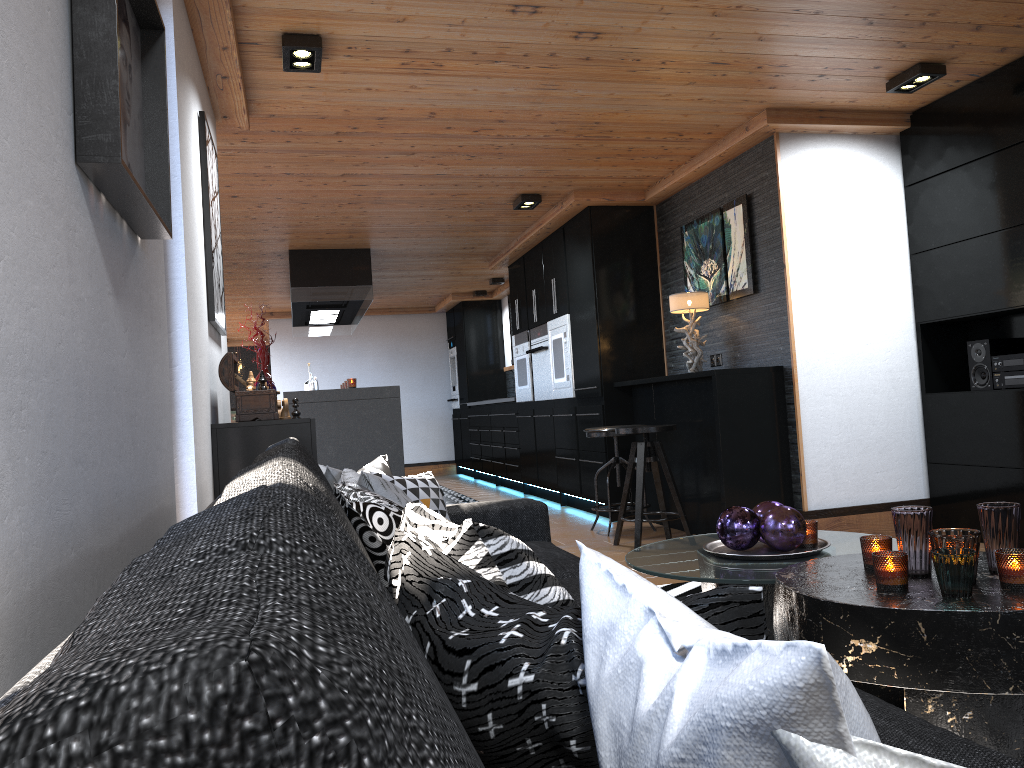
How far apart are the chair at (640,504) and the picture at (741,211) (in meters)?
0.92

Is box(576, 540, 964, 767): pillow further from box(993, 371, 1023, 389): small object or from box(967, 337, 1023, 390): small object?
box(967, 337, 1023, 390): small object

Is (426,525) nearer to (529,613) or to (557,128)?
(529,613)

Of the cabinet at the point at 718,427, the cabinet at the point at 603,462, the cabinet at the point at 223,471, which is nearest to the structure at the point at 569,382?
the cabinet at the point at 603,462

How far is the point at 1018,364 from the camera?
4.38m

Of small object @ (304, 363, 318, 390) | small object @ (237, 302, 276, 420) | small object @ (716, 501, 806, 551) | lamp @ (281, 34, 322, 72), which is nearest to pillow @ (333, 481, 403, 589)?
small object @ (716, 501, 806, 551)

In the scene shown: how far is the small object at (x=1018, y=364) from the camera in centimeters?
438cm

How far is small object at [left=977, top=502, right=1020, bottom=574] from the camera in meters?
2.1 m

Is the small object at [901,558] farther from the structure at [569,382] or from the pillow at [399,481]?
the structure at [569,382]

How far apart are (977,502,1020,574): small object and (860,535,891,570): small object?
0.2m
